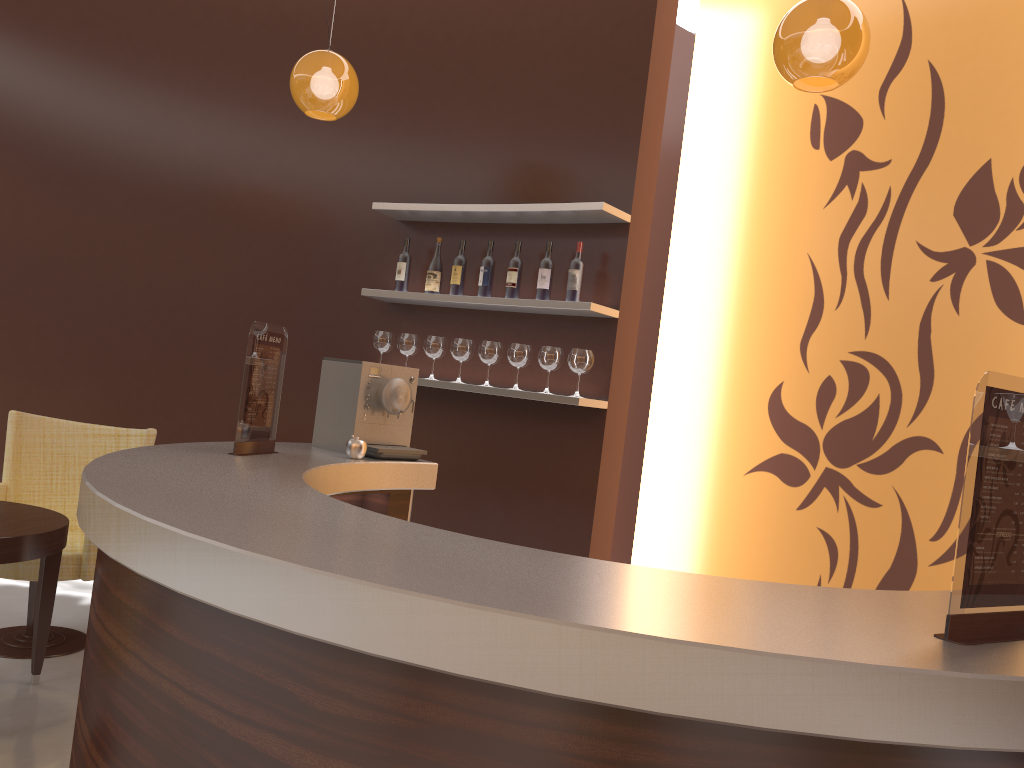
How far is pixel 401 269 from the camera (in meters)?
4.56

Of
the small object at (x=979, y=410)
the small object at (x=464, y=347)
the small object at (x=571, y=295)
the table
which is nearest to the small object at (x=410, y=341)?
the small object at (x=464, y=347)

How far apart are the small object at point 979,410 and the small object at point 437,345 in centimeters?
324cm

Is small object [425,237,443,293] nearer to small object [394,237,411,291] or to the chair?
small object [394,237,411,291]

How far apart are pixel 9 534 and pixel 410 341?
2.0 meters

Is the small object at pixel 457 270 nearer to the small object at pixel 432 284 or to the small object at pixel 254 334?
the small object at pixel 432 284

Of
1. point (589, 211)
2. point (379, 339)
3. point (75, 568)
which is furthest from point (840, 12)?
point (75, 568)

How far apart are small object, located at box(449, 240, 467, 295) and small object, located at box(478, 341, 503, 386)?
0.33m

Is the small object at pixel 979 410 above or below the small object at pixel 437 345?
below

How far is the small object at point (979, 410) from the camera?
1.3m
